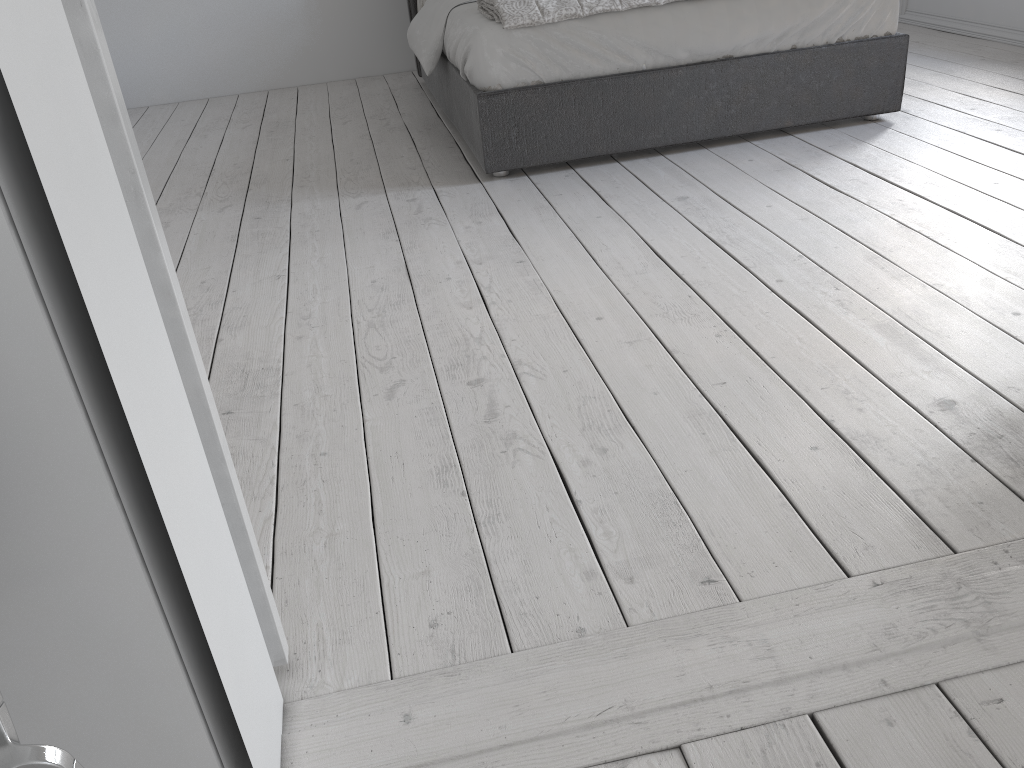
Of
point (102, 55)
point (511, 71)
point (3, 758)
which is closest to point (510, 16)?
point (511, 71)

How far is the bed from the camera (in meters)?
3.08

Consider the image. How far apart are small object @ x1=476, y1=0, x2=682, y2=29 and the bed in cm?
2

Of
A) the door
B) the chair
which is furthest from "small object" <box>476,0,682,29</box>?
the chair

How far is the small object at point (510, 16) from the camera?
3.0 meters

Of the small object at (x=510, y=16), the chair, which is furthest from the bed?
the chair

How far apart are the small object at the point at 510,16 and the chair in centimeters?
279cm

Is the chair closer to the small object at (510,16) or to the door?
the door

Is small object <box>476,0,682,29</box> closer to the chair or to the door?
the door

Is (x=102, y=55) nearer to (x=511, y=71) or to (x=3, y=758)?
(x=3, y=758)
